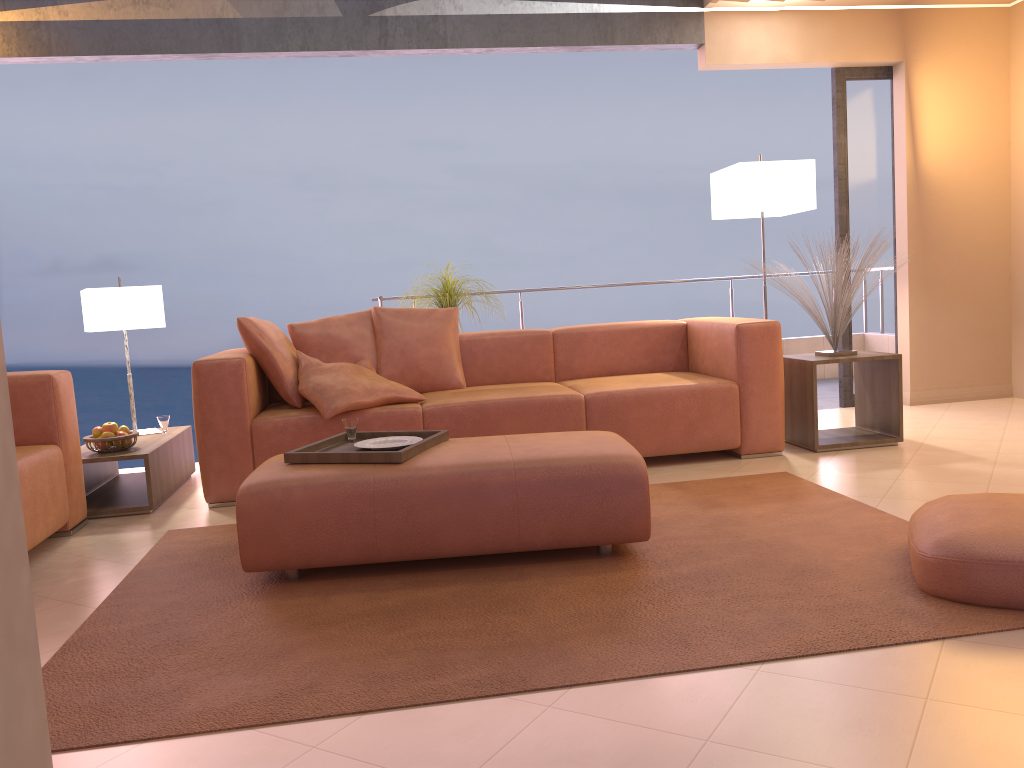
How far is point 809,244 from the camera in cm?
432

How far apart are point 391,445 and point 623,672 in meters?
1.4 m

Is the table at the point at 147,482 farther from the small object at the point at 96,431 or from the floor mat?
the floor mat

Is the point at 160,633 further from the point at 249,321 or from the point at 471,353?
the point at 471,353

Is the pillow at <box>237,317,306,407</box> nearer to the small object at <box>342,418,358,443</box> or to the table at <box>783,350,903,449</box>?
the small object at <box>342,418,358,443</box>

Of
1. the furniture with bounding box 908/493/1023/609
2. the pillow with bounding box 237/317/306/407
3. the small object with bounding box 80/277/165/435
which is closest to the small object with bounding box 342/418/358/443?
the pillow with bounding box 237/317/306/407

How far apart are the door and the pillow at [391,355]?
2.6m

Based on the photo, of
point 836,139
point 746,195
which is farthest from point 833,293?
point 836,139

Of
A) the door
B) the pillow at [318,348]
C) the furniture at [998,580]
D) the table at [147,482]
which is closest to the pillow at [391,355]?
the pillow at [318,348]

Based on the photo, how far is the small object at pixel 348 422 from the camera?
3.19m
